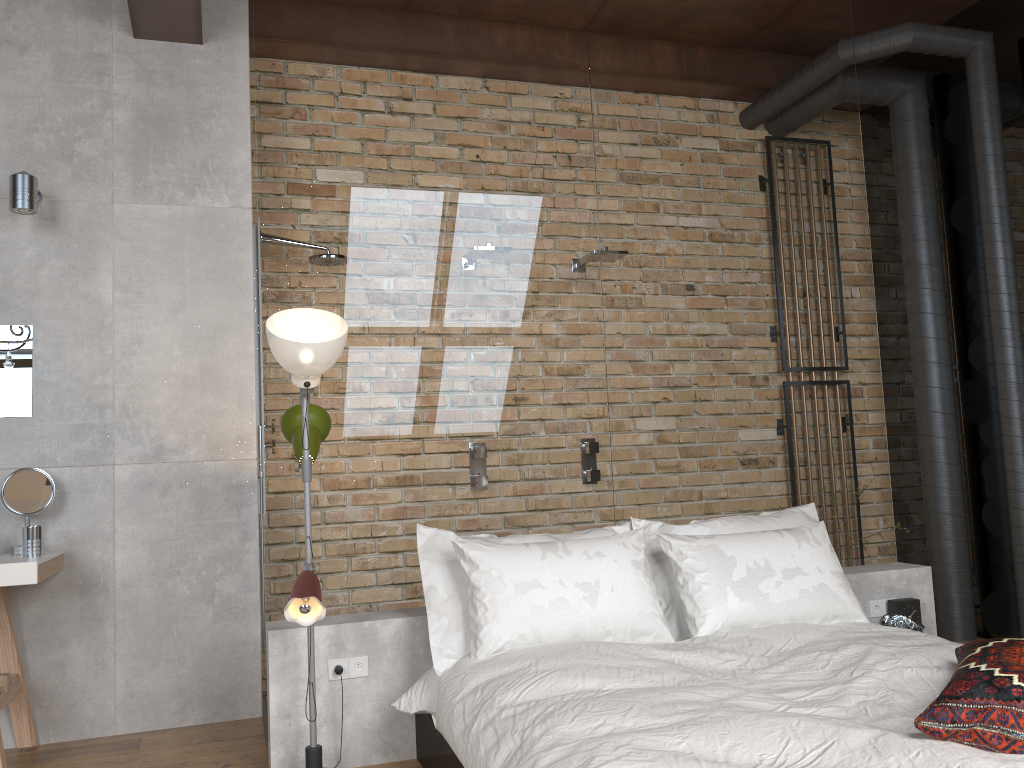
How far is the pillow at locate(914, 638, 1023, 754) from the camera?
1.8m

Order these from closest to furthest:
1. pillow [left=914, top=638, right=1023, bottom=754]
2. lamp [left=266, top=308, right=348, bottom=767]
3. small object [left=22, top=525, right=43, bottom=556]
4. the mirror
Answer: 1. pillow [left=914, top=638, right=1023, bottom=754]
2. lamp [left=266, top=308, right=348, bottom=767]
3. small object [left=22, top=525, right=43, bottom=556]
4. the mirror

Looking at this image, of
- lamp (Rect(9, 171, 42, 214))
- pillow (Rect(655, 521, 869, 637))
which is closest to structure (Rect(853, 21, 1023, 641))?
pillow (Rect(655, 521, 869, 637))

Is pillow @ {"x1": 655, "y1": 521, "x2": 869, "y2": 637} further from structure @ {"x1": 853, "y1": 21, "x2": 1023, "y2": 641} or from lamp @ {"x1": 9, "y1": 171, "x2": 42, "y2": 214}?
lamp @ {"x1": 9, "y1": 171, "x2": 42, "y2": 214}

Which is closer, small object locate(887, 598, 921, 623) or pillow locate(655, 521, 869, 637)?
pillow locate(655, 521, 869, 637)

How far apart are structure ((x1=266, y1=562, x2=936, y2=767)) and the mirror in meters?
1.4 m

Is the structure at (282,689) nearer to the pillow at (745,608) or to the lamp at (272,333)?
the lamp at (272,333)

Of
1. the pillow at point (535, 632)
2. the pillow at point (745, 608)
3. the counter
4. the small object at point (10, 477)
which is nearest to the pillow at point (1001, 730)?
the pillow at point (745, 608)

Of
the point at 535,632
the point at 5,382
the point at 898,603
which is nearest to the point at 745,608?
the point at 535,632

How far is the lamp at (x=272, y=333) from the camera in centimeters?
279cm
